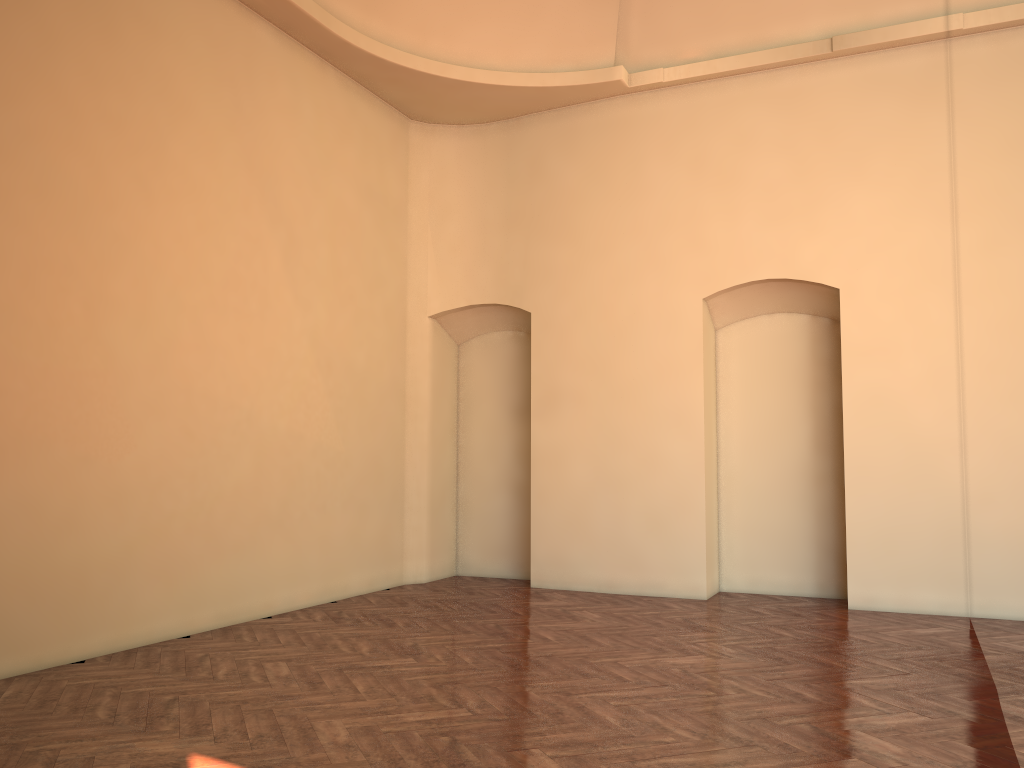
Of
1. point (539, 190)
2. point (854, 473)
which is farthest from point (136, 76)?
point (854, 473)
